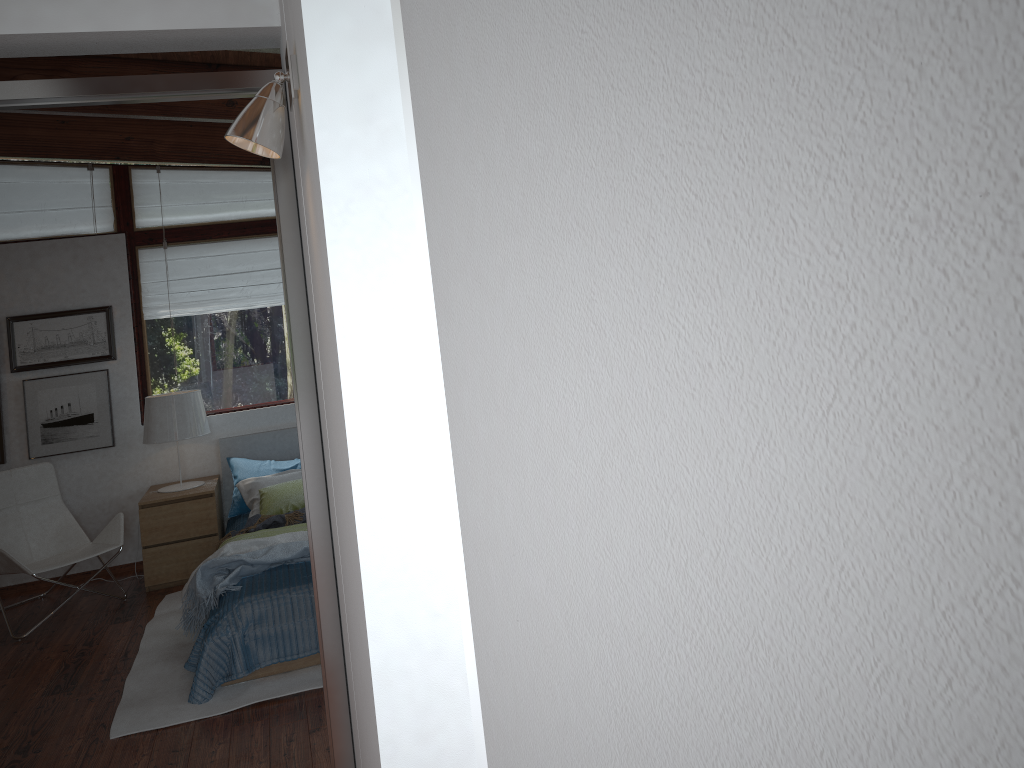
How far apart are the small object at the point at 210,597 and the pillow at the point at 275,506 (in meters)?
0.75

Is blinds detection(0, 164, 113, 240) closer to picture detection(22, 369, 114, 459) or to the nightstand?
picture detection(22, 369, 114, 459)

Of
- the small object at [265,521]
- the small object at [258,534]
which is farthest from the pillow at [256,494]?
the small object at [258,534]

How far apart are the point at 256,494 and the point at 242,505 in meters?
0.2

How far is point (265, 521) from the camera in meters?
4.9

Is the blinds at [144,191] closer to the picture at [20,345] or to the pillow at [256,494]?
the picture at [20,345]

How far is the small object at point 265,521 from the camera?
4.9 meters

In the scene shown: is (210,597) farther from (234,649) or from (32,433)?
(32,433)

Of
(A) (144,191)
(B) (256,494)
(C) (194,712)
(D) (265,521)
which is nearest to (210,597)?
(C) (194,712)

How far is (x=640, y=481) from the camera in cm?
30
